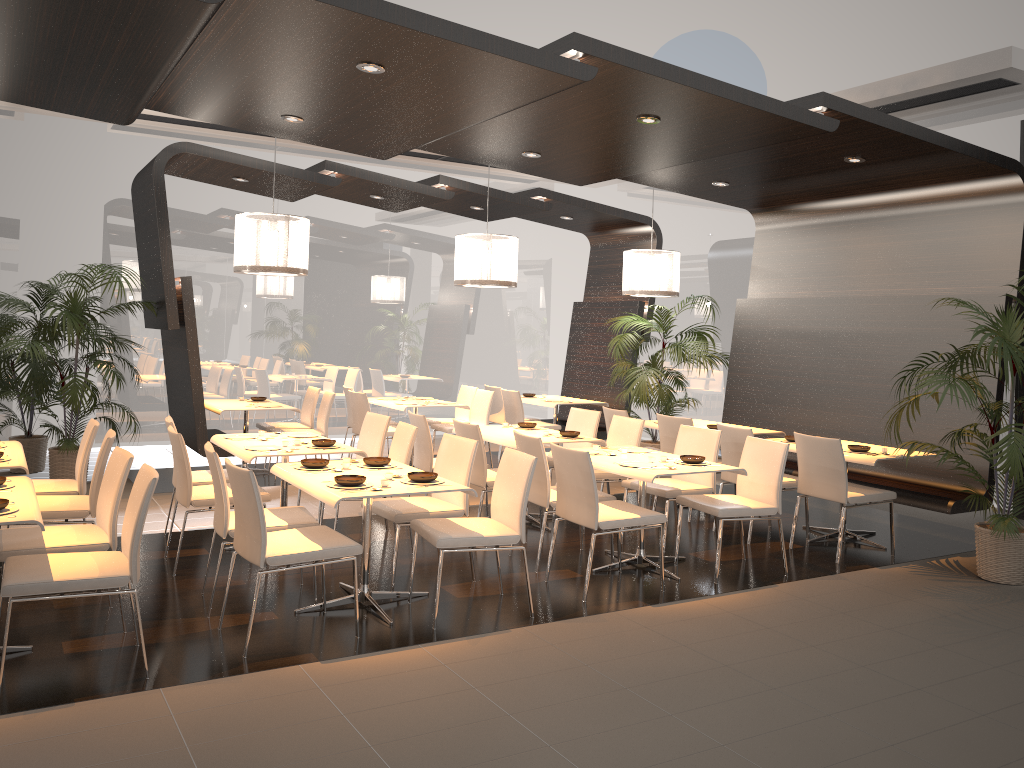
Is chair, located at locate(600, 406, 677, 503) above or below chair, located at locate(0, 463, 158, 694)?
above

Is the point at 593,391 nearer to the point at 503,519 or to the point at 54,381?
the point at 54,381

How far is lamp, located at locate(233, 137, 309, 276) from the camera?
7.32m

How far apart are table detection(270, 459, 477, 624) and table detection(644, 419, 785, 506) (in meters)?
3.67

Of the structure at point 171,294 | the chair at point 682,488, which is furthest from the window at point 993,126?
the chair at point 682,488

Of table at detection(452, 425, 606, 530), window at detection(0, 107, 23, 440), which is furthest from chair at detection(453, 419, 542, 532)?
window at detection(0, 107, 23, 440)

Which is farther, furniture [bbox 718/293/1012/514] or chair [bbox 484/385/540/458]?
chair [bbox 484/385/540/458]

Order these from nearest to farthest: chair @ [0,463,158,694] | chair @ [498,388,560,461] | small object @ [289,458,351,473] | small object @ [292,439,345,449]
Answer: chair @ [0,463,158,694]
small object @ [289,458,351,473]
small object @ [292,439,345,449]
chair @ [498,388,560,461]

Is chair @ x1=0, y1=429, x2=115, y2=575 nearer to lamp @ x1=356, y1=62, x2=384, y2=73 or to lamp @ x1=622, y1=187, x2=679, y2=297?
lamp @ x1=356, y1=62, x2=384, y2=73

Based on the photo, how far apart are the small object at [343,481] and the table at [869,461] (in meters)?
3.70
